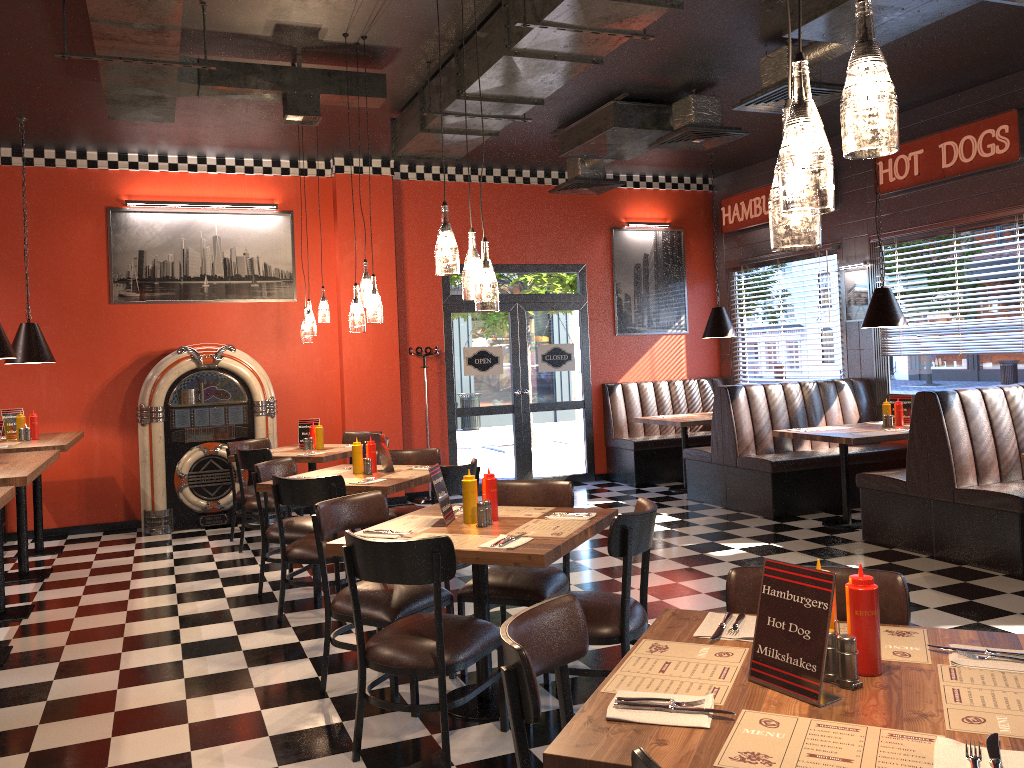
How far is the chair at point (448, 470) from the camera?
5.3m

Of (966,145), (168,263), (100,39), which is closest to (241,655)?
(100,39)

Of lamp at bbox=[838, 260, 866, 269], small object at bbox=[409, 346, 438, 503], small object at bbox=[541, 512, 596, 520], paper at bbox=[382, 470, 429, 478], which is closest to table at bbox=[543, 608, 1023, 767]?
small object at bbox=[541, 512, 596, 520]

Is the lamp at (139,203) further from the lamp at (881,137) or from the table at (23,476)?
the lamp at (881,137)

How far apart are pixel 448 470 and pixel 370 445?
0.8m

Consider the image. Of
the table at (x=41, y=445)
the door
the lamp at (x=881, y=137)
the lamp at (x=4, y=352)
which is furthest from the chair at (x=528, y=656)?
the door

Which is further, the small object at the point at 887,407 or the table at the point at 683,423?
the table at the point at 683,423

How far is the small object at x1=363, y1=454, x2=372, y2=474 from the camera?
5.8m

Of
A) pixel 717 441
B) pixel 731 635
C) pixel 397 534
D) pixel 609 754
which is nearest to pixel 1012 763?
pixel 609 754

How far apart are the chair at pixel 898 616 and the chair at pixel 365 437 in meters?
6.2
